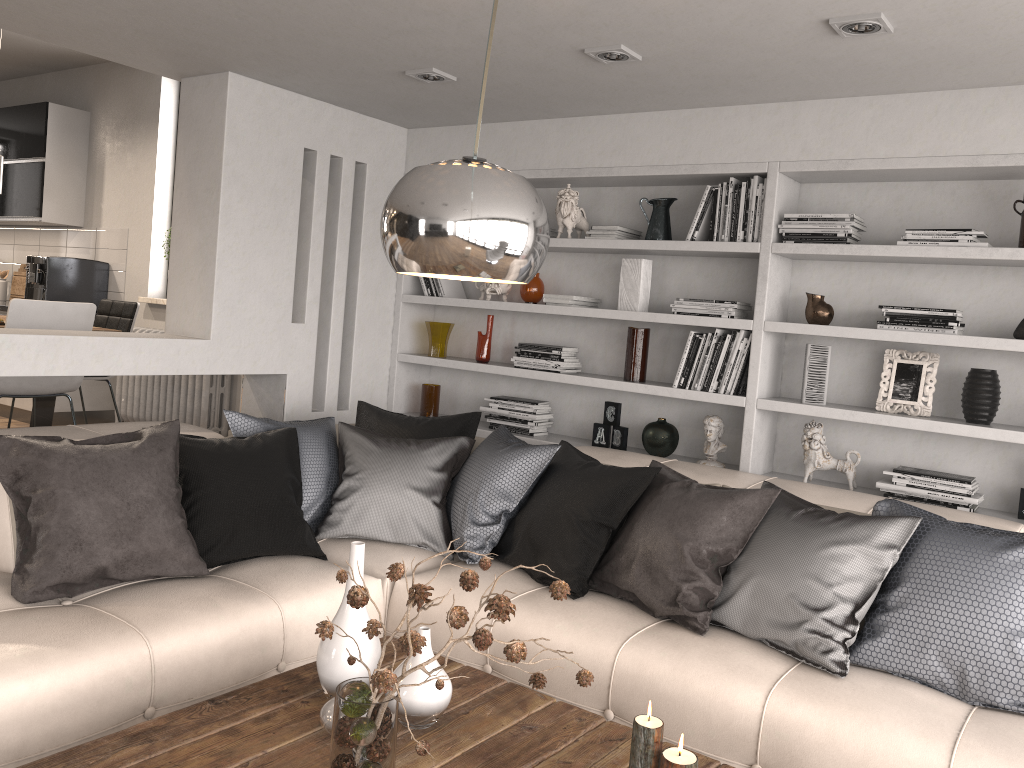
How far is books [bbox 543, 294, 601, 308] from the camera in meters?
4.4

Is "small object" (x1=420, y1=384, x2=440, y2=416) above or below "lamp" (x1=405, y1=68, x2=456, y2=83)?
below

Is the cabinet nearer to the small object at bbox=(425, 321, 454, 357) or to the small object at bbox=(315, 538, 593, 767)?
the small object at bbox=(425, 321, 454, 357)

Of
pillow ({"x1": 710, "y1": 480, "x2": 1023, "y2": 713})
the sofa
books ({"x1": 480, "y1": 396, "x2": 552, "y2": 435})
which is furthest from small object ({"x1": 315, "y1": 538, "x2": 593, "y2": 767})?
books ({"x1": 480, "y1": 396, "x2": 552, "y2": 435})

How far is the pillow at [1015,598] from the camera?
2.47m

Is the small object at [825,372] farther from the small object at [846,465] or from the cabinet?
the cabinet

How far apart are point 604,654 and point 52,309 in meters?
3.3 m

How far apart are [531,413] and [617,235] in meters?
1.0

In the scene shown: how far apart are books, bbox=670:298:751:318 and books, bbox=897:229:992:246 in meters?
0.7 m

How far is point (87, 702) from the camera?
2.29m
